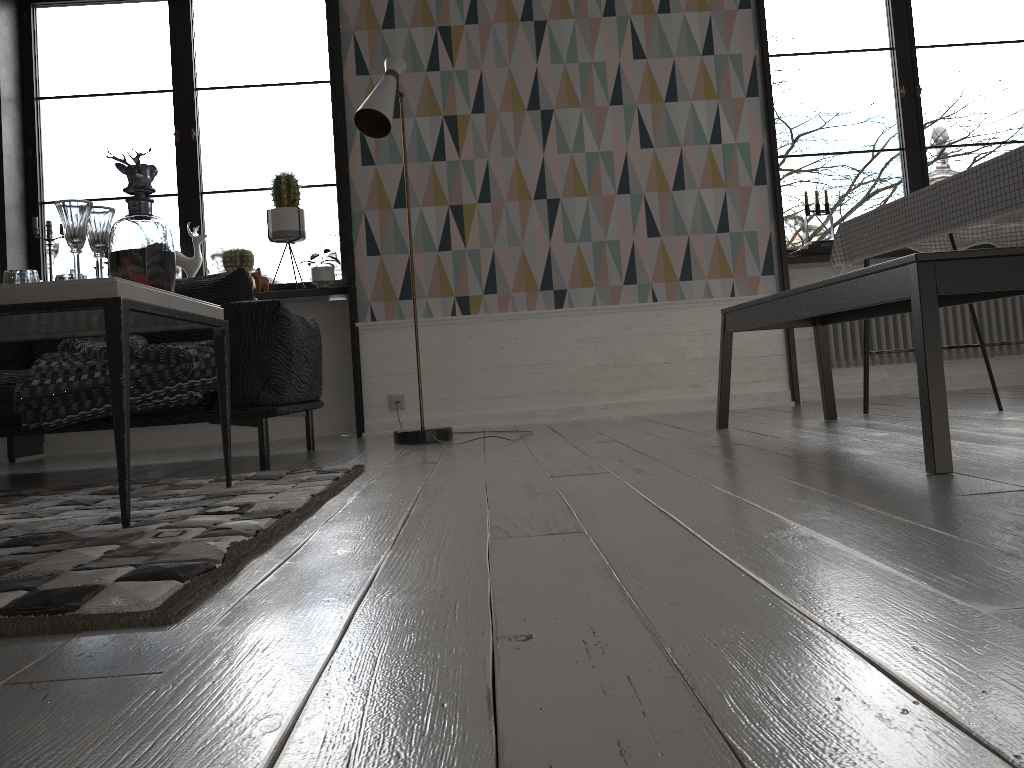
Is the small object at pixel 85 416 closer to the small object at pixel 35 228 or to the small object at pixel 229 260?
the small object at pixel 229 260

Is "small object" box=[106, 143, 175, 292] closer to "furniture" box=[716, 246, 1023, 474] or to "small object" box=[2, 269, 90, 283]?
"small object" box=[2, 269, 90, 283]

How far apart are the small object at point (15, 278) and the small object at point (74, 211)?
0.14m

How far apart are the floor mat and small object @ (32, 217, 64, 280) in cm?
250

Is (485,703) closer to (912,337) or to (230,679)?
(230,679)

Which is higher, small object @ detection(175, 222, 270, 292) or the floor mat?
small object @ detection(175, 222, 270, 292)

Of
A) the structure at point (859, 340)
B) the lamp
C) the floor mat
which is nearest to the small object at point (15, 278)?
the floor mat

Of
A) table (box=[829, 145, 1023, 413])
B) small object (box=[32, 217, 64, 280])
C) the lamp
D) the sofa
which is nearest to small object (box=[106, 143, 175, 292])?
the sofa

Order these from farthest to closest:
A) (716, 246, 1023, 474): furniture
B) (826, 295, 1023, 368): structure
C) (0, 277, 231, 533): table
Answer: Result: (826, 295, 1023, 368): structure → (716, 246, 1023, 474): furniture → (0, 277, 231, 533): table

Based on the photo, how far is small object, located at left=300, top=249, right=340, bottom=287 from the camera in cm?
462
